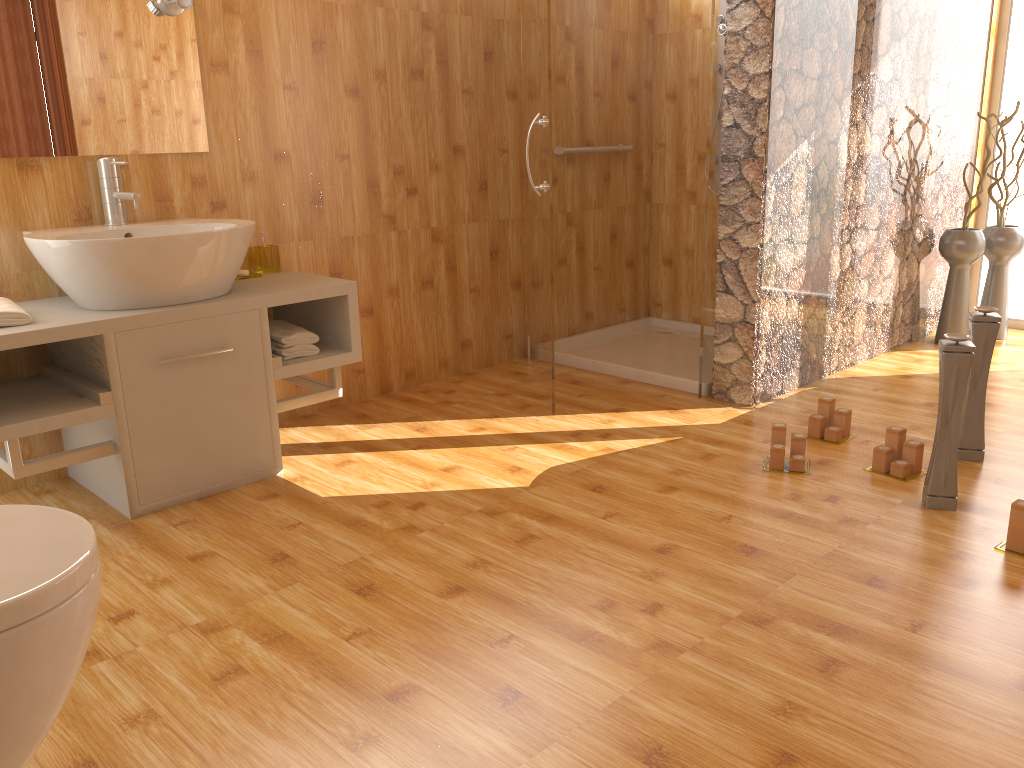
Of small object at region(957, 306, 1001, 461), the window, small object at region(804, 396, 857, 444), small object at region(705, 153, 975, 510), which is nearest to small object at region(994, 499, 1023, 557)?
small object at region(705, 153, 975, 510)

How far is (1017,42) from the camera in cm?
433

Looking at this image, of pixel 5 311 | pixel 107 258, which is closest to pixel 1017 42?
pixel 107 258

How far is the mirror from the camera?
2.5m

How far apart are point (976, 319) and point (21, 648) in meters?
2.6 m

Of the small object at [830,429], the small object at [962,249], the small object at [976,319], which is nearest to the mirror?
the small object at [830,429]

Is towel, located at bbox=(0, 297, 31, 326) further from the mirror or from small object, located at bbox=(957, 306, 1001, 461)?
small object, located at bbox=(957, 306, 1001, 461)

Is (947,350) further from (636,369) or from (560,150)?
(560,150)

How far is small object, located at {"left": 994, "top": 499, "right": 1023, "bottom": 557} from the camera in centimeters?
215cm

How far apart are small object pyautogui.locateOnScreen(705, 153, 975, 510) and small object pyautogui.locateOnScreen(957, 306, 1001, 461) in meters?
0.4
